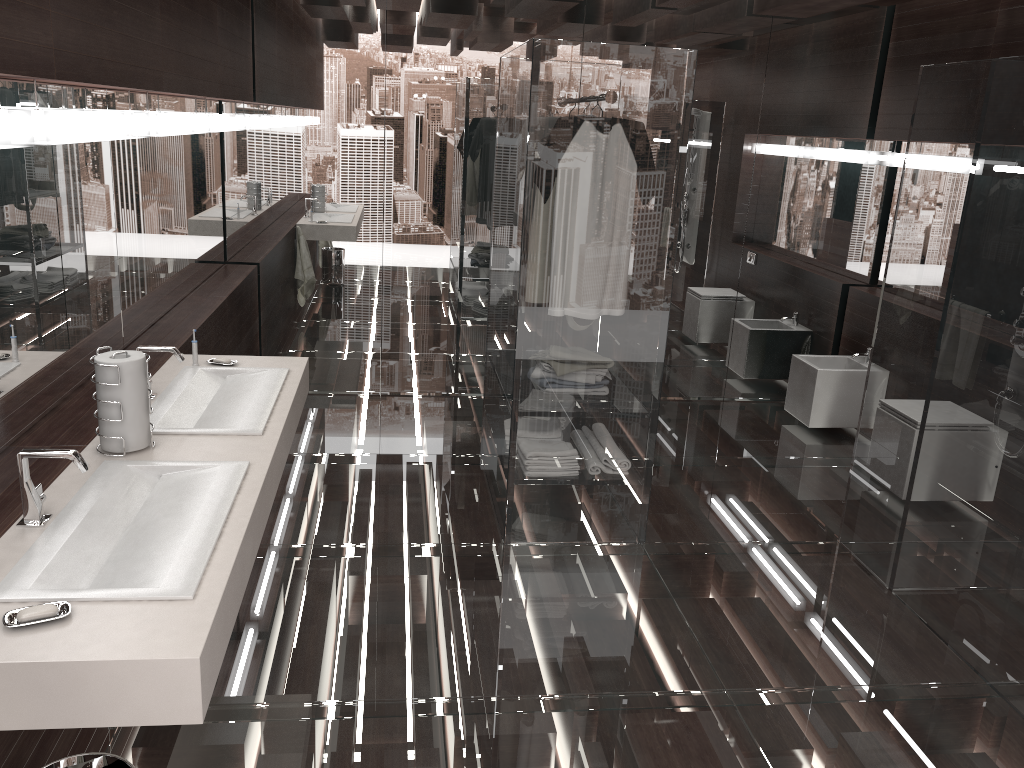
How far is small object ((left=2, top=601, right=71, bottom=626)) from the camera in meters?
1.5

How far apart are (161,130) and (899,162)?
4.2m

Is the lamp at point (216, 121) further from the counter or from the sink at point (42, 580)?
the sink at point (42, 580)

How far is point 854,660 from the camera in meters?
3.0

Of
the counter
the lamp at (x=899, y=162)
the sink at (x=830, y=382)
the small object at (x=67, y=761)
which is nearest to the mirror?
the counter

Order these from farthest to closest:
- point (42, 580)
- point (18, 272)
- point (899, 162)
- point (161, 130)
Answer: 1. point (899, 162)
2. point (161, 130)
3. point (18, 272)
4. point (42, 580)

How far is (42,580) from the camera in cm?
167

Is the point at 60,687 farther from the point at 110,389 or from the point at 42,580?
the point at 110,389

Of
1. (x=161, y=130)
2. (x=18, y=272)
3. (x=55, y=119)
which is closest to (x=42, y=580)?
(x=18, y=272)

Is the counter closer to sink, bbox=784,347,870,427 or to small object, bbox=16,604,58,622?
small object, bbox=16,604,58,622
